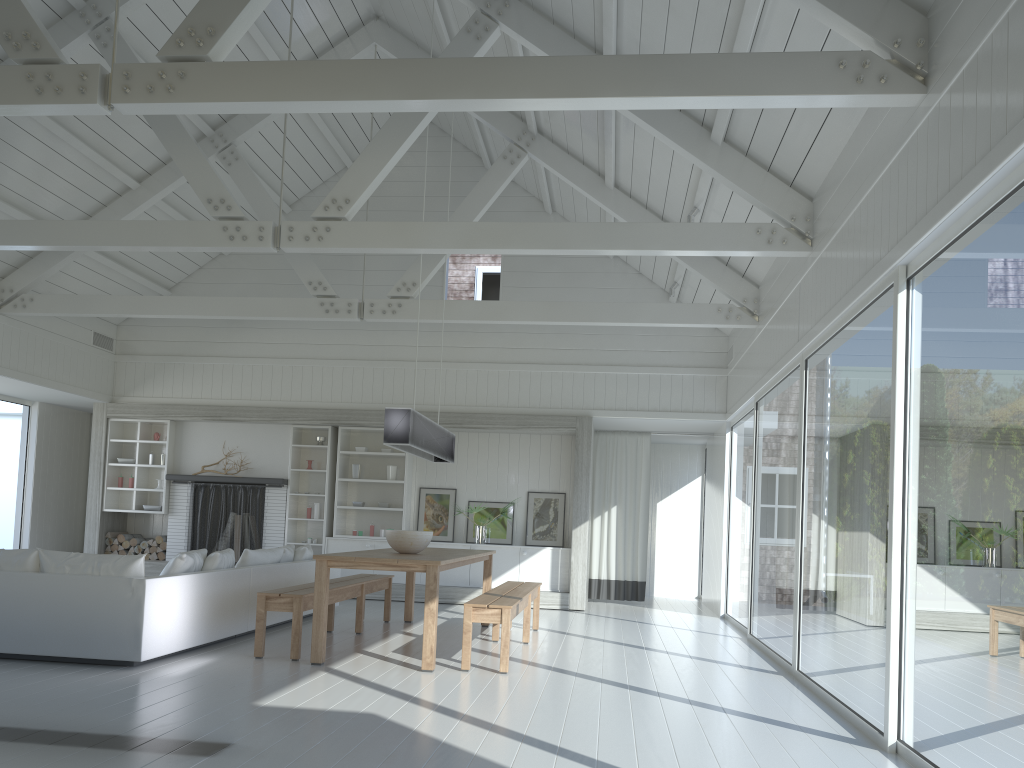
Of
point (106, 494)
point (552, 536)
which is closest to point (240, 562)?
point (552, 536)

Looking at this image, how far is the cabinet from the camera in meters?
10.9

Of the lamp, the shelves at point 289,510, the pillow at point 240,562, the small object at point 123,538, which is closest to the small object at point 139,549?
the small object at point 123,538

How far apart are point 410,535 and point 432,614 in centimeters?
105cm

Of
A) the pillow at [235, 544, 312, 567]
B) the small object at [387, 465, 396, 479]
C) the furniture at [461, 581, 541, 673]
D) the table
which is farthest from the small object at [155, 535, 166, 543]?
the furniture at [461, 581, 541, 673]

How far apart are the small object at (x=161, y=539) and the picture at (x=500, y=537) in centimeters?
404cm

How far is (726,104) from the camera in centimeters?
436cm

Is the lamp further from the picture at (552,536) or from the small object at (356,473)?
the small object at (356,473)

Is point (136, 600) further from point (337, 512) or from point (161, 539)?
point (161, 539)

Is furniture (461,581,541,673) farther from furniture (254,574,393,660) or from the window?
the window
